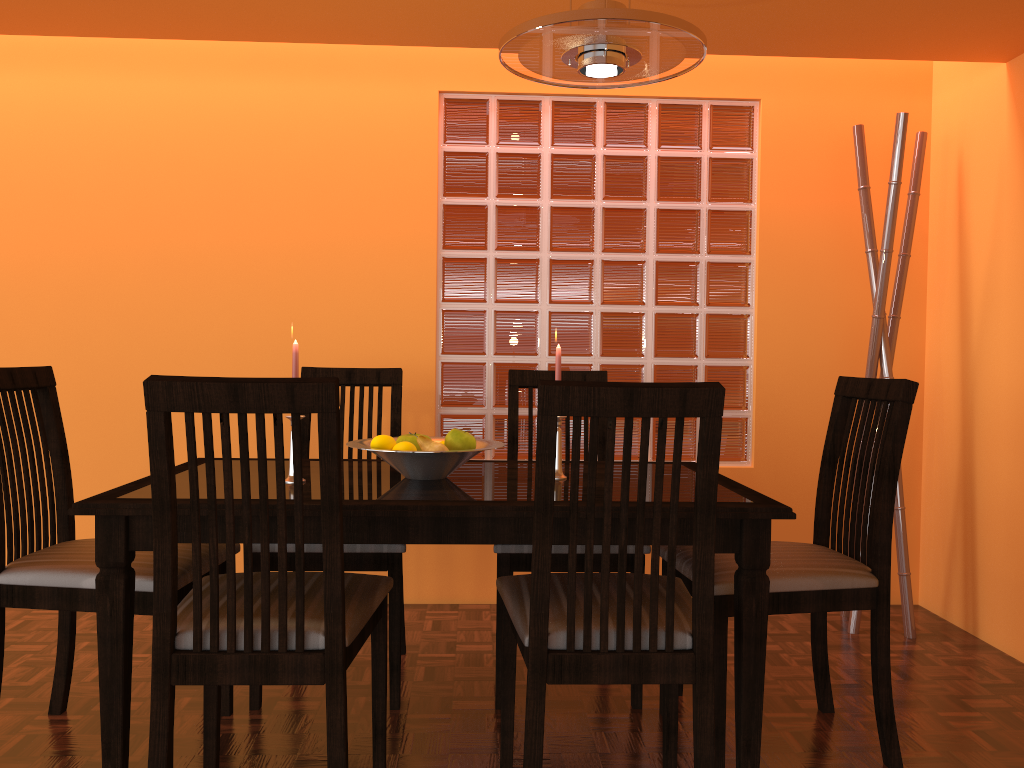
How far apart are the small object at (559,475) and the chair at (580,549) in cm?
26

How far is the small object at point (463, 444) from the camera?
1.9m

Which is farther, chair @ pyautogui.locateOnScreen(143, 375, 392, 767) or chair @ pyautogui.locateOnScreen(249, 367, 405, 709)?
chair @ pyautogui.locateOnScreen(249, 367, 405, 709)

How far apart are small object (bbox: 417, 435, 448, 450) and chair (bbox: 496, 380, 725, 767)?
0.3m

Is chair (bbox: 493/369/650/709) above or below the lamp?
below

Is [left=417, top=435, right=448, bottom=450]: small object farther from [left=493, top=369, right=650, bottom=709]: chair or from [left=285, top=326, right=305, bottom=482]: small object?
[left=493, top=369, right=650, bottom=709]: chair

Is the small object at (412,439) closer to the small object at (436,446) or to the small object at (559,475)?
the small object at (436,446)

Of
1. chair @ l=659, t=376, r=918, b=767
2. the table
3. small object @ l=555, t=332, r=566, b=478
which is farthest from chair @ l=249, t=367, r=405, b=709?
chair @ l=659, t=376, r=918, b=767

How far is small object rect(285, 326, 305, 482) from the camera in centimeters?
179cm

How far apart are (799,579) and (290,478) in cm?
104
